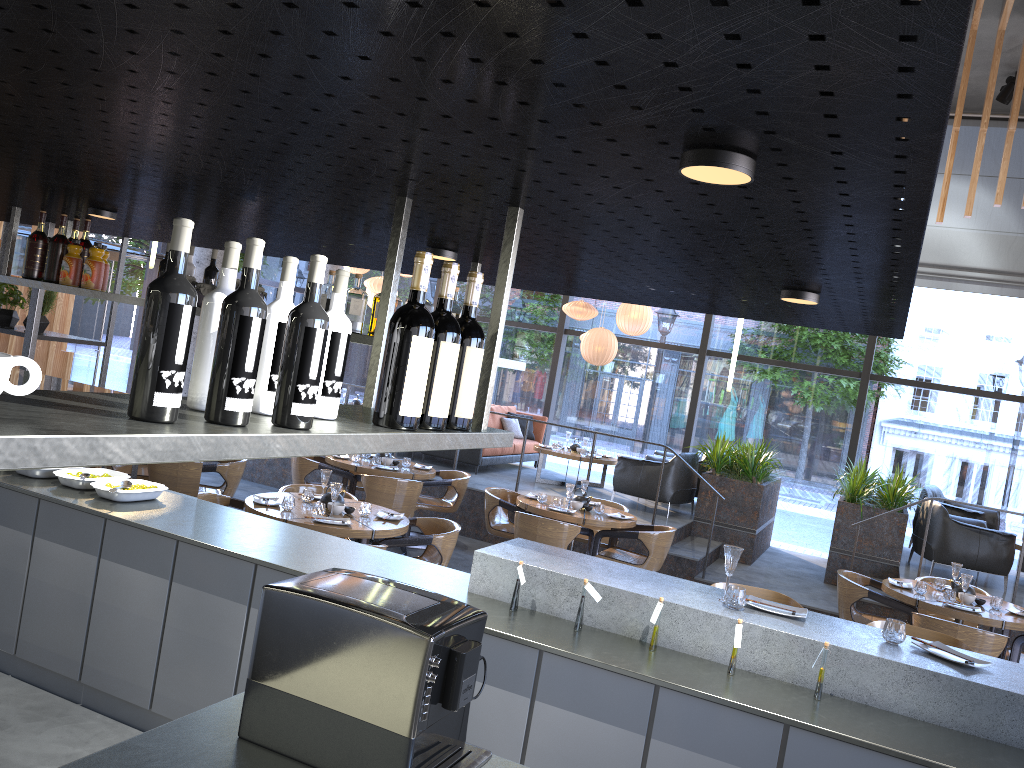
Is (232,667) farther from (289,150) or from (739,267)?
(739,267)

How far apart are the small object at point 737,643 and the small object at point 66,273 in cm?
363

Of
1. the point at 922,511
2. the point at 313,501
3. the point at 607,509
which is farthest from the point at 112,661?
the point at 922,511

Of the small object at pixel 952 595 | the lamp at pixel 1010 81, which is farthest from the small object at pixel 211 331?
the lamp at pixel 1010 81

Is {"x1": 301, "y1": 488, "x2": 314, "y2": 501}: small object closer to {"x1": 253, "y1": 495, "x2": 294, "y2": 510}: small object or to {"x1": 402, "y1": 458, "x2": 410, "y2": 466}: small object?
{"x1": 253, "y1": 495, "x2": 294, "y2": 510}: small object

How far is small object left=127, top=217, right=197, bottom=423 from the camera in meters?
1.3

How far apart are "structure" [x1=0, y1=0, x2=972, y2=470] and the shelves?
0.3m

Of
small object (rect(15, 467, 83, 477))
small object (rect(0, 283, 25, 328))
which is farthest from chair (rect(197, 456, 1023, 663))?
small object (rect(0, 283, 25, 328))

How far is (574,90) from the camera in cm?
123

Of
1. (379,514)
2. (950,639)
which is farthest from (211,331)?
(379,514)
